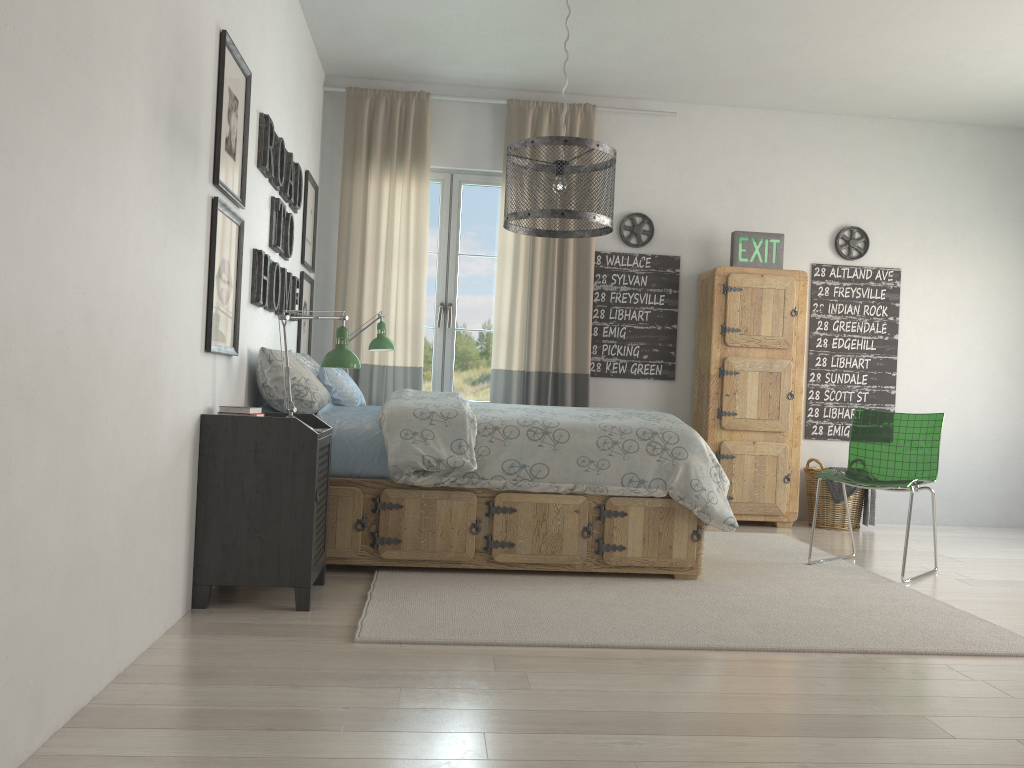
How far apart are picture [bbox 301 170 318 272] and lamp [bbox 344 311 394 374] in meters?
0.5 m

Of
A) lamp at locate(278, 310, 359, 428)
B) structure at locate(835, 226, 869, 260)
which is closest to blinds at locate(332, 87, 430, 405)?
lamp at locate(278, 310, 359, 428)

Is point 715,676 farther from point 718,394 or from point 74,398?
point 718,394

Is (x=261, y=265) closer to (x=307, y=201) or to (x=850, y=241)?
(x=307, y=201)

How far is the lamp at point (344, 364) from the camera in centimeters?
333cm

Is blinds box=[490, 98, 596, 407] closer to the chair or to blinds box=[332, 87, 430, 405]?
blinds box=[332, 87, 430, 405]

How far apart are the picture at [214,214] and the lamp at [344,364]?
0.3 meters

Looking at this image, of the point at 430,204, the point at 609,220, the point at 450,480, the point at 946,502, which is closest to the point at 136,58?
the point at 609,220

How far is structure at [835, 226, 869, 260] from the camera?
5.8m

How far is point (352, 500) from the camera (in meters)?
3.53
